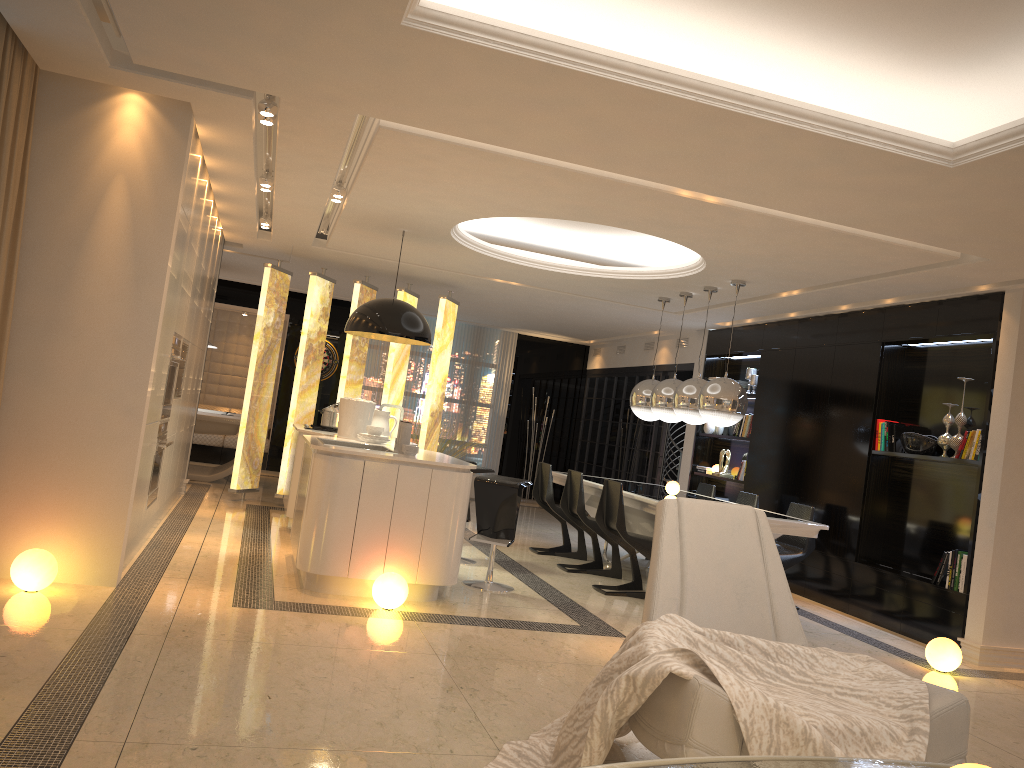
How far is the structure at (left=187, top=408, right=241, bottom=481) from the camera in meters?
10.3 m

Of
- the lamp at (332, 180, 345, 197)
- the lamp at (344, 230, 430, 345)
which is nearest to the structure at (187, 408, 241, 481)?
the lamp at (344, 230, 430, 345)

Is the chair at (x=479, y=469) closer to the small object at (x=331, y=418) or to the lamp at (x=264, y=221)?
the small object at (x=331, y=418)

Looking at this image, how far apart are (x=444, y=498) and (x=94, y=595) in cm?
198

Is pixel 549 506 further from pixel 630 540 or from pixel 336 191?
pixel 336 191

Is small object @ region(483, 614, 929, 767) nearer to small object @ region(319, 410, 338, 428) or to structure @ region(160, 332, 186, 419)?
structure @ region(160, 332, 186, 419)

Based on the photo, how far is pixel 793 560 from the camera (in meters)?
7.17

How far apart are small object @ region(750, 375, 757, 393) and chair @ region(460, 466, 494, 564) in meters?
3.8 m

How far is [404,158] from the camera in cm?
518

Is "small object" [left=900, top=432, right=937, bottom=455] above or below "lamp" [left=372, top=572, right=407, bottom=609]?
above
